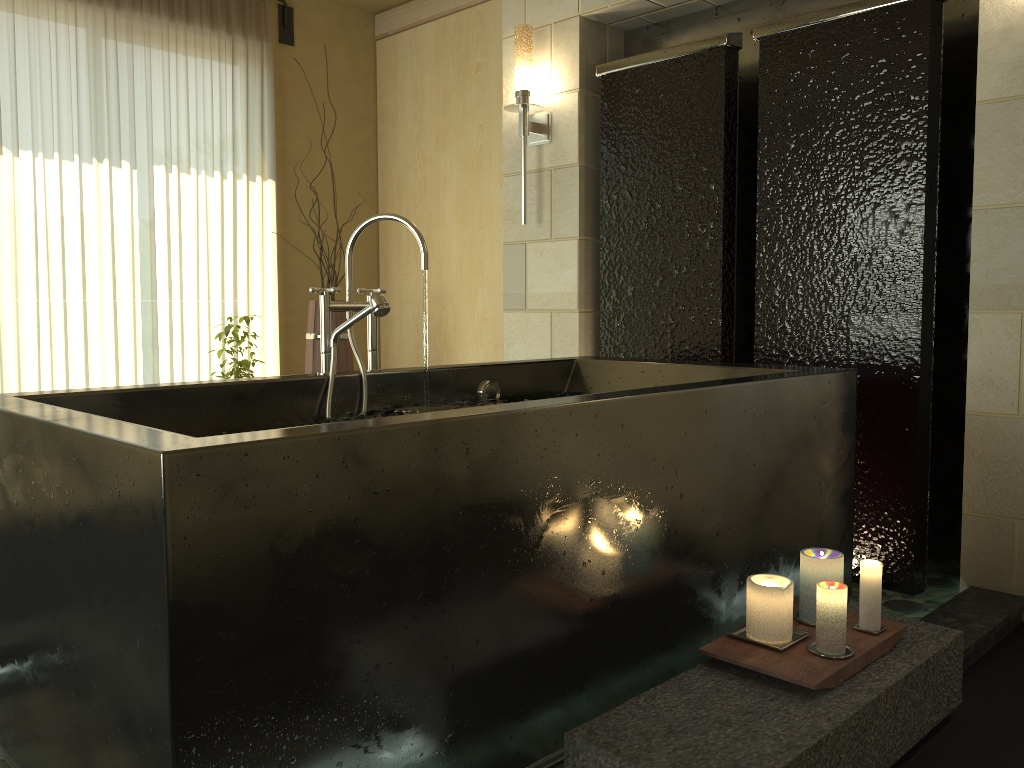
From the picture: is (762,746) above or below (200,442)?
below

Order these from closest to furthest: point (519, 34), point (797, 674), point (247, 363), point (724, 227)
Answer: point (797, 674) → point (724, 227) → point (519, 34) → point (247, 363)

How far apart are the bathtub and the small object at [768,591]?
0.17m

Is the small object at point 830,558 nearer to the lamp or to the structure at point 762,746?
the structure at point 762,746

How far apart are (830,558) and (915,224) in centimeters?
Result: 136cm

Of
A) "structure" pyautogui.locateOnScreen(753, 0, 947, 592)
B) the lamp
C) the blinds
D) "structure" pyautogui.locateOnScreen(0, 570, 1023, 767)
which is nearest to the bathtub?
"structure" pyautogui.locateOnScreen(0, 570, 1023, 767)

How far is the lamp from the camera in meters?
3.7

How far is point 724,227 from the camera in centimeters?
329cm

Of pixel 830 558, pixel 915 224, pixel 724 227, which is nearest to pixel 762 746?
pixel 830 558

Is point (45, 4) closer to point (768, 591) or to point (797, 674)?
point (768, 591)
